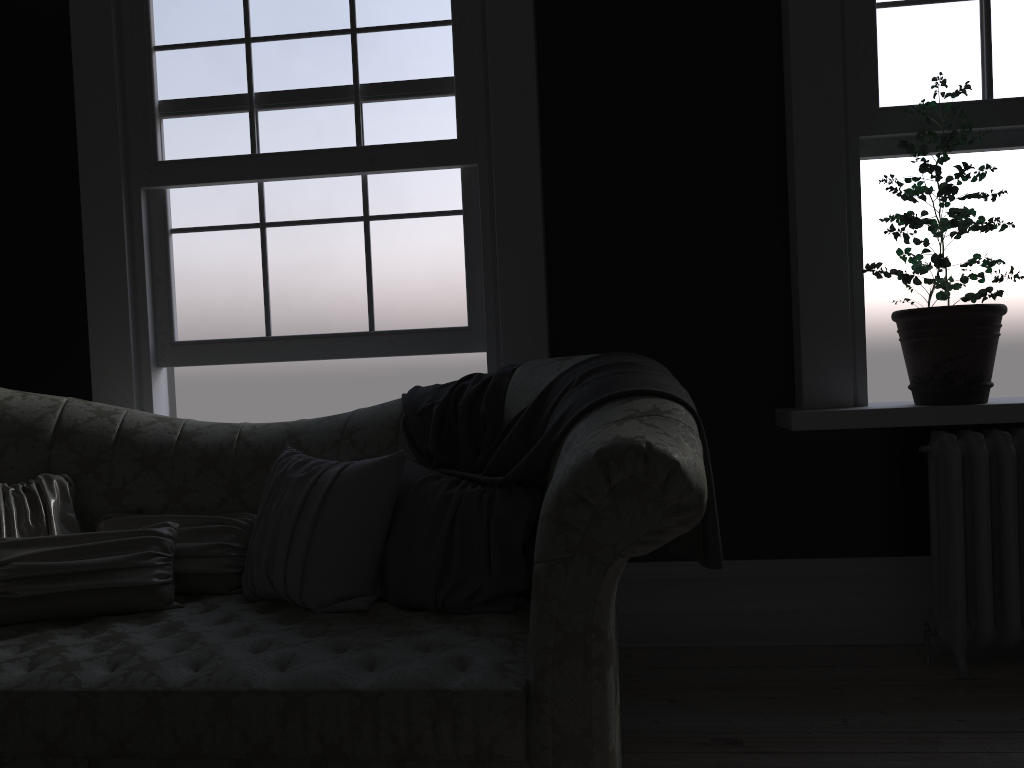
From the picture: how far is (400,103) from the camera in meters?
3.5 m

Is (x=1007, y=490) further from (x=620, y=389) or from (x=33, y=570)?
(x=33, y=570)

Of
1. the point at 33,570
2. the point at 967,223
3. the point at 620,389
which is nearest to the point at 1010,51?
the point at 967,223

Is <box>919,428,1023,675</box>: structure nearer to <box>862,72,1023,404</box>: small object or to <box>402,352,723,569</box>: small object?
<box>862,72,1023,404</box>: small object

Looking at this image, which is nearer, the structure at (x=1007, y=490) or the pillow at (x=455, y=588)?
the pillow at (x=455, y=588)

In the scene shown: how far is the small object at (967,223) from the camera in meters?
3.0 m

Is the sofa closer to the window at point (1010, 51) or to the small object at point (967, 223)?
the small object at point (967, 223)

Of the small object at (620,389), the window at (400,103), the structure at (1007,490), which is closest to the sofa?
the small object at (620,389)

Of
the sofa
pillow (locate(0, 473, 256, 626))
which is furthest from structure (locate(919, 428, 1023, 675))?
pillow (locate(0, 473, 256, 626))

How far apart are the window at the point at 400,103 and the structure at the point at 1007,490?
1.8m
